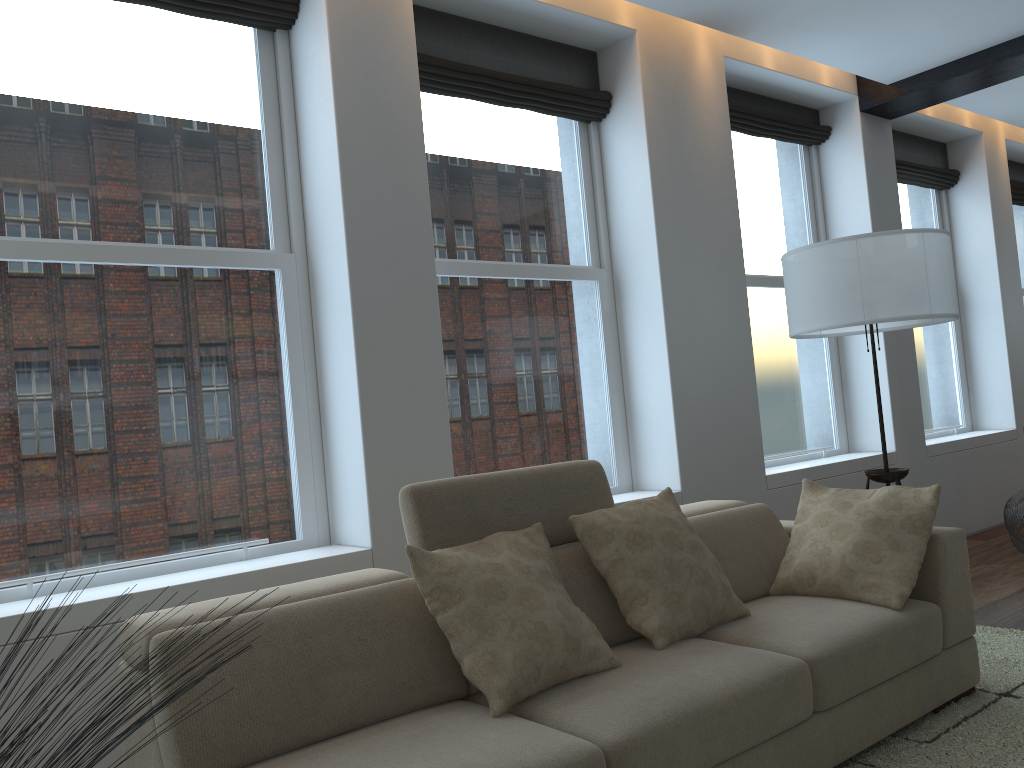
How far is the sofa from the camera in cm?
201

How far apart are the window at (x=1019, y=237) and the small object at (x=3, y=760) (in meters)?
8.61

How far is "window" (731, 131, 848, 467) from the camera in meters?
5.5

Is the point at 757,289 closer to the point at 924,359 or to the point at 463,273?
the point at 924,359

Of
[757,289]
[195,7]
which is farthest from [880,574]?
[195,7]

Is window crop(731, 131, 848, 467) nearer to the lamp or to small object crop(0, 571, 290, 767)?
the lamp

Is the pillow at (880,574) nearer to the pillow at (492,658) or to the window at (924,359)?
the pillow at (492,658)

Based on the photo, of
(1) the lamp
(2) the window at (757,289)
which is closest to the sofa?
(1) the lamp

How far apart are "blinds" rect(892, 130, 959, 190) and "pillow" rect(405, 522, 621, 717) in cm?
503

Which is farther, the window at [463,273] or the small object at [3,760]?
the window at [463,273]
